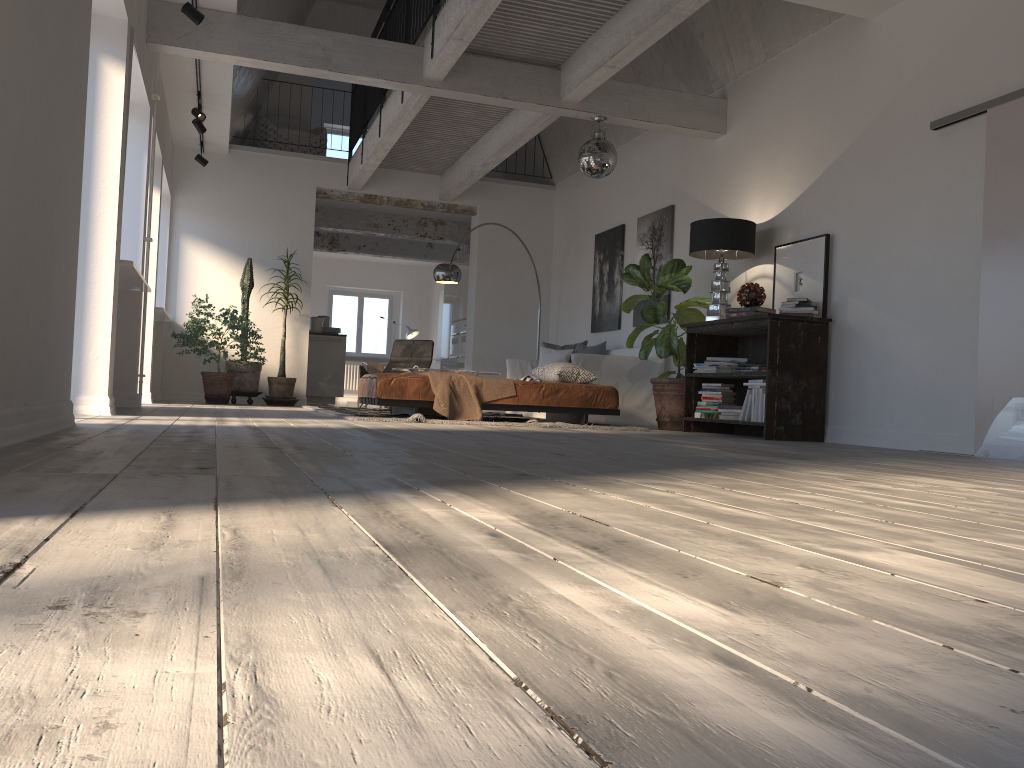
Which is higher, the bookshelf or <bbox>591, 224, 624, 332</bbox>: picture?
<bbox>591, 224, 624, 332</bbox>: picture

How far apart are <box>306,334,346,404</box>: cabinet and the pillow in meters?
3.9 m

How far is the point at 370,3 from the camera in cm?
1272

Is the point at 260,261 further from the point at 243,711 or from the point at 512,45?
the point at 243,711

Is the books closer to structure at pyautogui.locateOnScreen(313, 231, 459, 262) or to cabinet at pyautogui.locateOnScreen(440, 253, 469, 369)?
cabinet at pyautogui.locateOnScreen(440, 253, 469, 369)

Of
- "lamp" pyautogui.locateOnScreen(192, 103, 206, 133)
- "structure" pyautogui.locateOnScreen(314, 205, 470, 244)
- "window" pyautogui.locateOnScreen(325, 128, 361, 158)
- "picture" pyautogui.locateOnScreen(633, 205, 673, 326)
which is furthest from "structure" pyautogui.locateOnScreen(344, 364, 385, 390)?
"picture" pyautogui.locateOnScreen(633, 205, 673, 326)

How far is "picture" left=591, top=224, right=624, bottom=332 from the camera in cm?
986

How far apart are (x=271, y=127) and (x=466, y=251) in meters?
3.8

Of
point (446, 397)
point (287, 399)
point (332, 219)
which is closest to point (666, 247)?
point (446, 397)

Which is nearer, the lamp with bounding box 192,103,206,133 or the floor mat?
the floor mat
